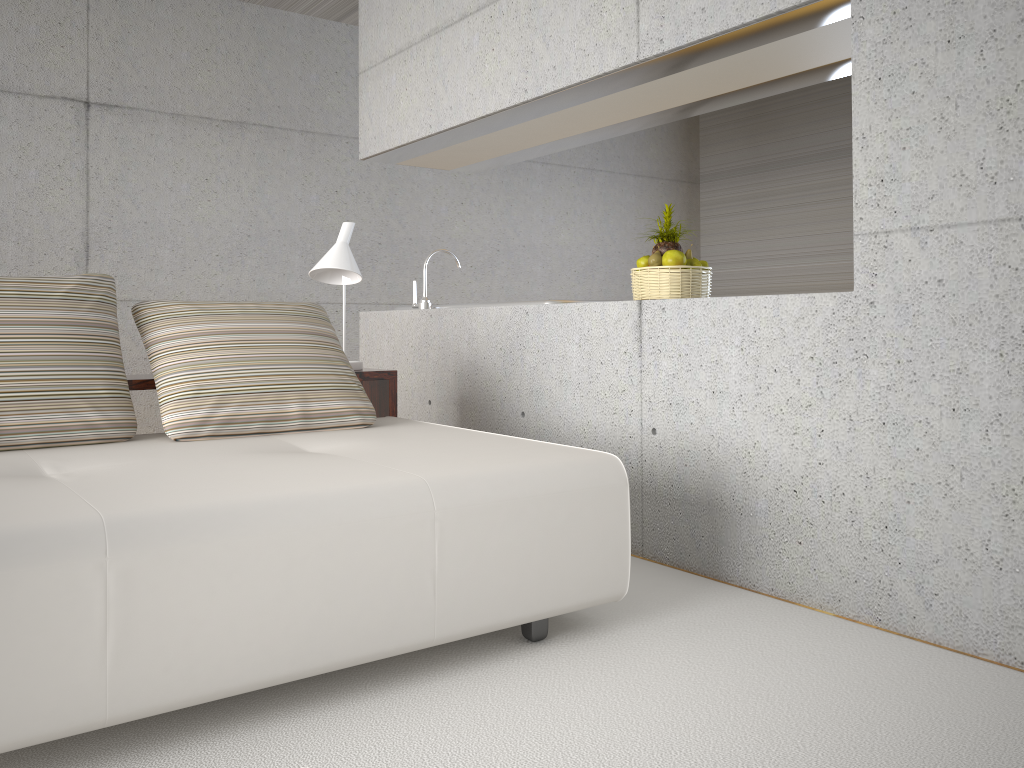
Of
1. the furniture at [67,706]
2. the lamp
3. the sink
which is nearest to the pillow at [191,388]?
the furniture at [67,706]

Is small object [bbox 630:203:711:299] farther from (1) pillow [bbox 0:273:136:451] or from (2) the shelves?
(1) pillow [bbox 0:273:136:451]

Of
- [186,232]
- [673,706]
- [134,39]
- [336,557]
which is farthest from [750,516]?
[134,39]

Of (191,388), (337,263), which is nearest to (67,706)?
(191,388)

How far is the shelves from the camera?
3.37m

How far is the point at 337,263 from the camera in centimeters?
394cm

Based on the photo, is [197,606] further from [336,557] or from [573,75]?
[573,75]

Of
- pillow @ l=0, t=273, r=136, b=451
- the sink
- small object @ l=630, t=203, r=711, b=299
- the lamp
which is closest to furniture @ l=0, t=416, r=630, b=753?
pillow @ l=0, t=273, r=136, b=451

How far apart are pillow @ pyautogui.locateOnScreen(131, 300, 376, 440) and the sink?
1.2m

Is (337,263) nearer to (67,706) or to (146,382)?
(146,382)
